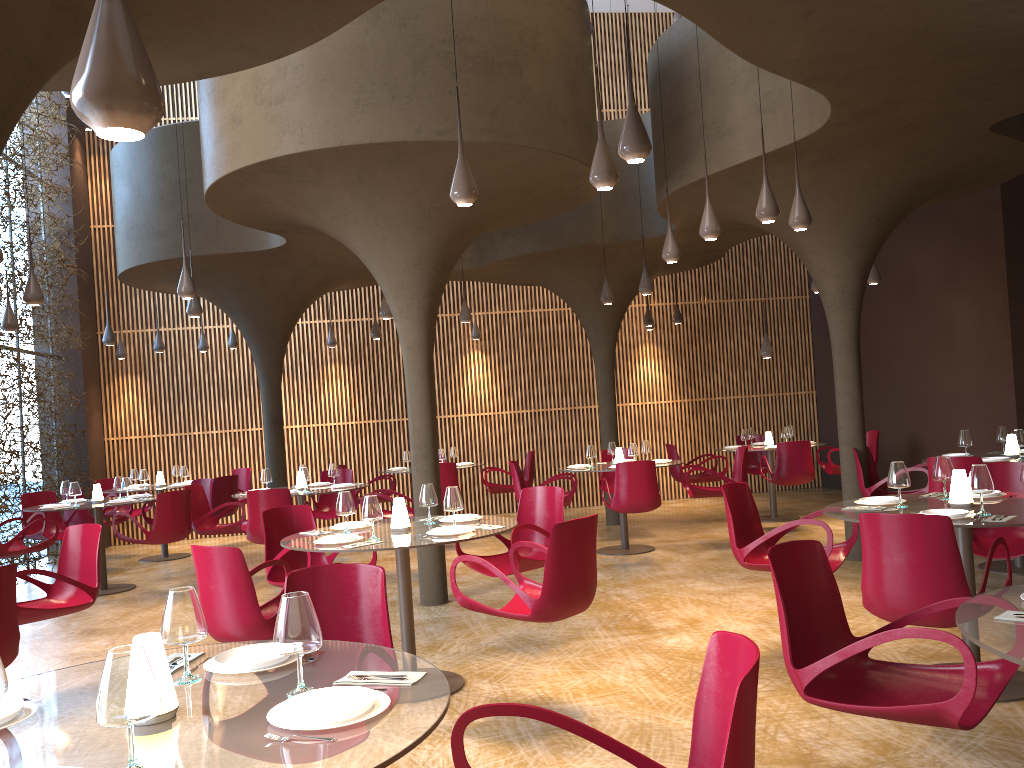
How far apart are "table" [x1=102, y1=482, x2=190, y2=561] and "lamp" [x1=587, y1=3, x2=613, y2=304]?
7.05m

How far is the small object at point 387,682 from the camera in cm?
263

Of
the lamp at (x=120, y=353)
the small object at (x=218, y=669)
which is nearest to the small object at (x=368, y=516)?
the small object at (x=218, y=669)

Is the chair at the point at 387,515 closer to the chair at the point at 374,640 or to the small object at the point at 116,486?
the small object at the point at 116,486

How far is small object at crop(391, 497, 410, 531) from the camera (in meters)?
6.25

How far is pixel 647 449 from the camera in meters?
11.8

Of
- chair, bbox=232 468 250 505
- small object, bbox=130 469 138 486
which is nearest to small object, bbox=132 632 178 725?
small object, bbox=130 469 138 486

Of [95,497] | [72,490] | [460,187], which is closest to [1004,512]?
[460,187]

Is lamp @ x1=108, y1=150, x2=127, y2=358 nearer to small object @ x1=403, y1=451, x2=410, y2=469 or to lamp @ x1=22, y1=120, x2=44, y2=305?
small object @ x1=403, y1=451, x2=410, y2=469

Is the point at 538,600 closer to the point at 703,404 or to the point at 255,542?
the point at 255,542
